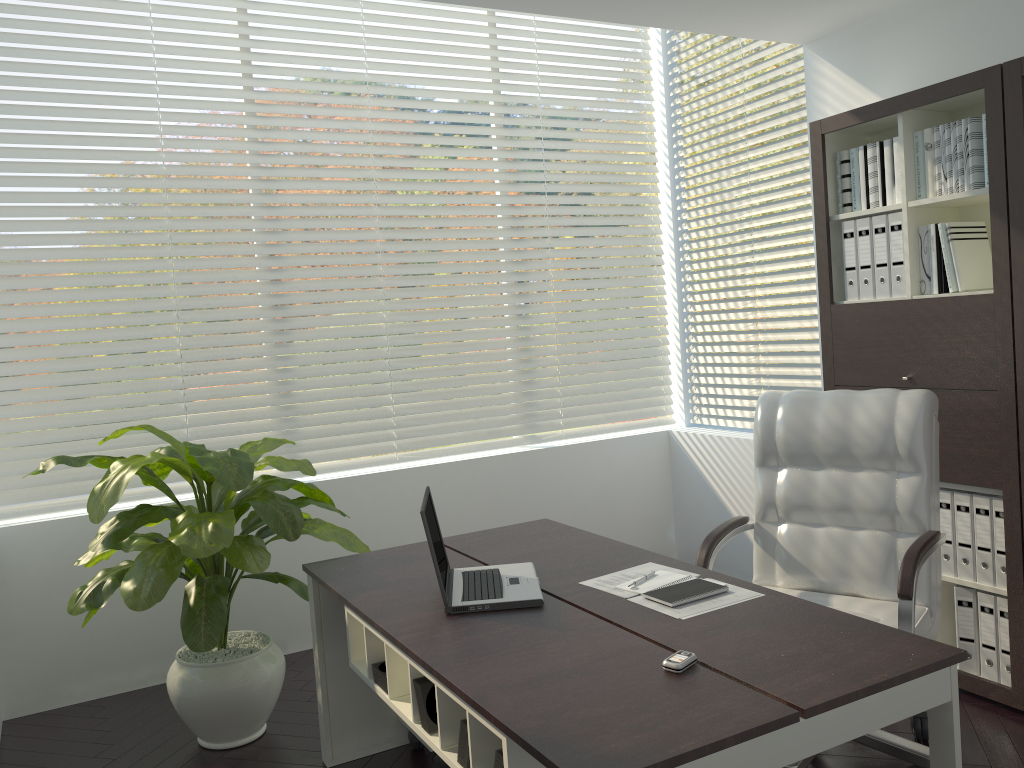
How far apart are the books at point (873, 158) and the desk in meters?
1.7

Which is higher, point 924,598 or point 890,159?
point 890,159

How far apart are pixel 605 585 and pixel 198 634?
1.33m

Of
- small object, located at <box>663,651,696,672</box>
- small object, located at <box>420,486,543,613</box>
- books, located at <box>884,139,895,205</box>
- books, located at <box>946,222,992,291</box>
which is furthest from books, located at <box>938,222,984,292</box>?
small object, located at <box>663,651,696,672</box>

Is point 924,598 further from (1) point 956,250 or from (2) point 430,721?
(2) point 430,721

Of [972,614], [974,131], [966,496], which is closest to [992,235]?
[974,131]

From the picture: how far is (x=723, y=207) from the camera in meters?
4.9 m

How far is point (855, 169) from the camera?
3.55m

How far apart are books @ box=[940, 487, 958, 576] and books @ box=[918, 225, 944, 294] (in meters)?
0.74

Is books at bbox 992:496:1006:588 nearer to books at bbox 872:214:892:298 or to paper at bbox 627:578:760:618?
books at bbox 872:214:892:298
